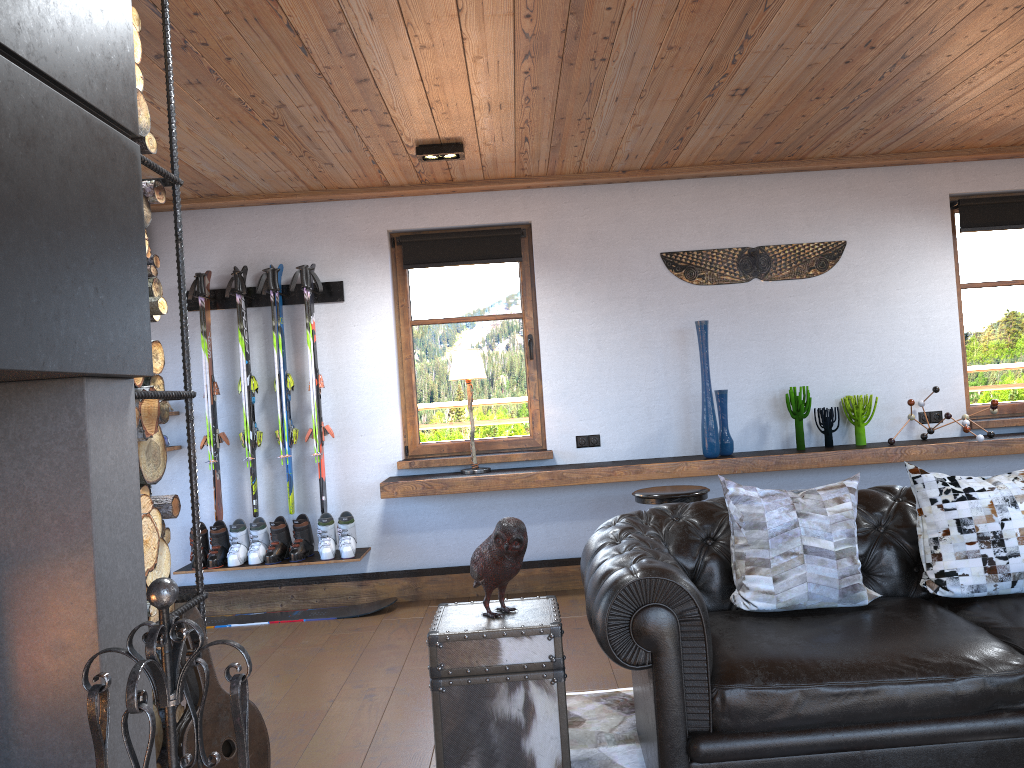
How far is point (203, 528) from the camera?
5.6 meters

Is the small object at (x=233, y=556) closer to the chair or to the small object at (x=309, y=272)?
the small object at (x=309, y=272)

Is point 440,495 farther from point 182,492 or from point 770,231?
point 770,231

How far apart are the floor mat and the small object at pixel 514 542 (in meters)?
0.68

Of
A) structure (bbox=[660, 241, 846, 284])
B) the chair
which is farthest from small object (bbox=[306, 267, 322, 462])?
the chair

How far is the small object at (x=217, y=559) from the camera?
5.5 meters

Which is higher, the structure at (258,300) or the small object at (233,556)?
the structure at (258,300)

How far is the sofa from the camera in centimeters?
247cm

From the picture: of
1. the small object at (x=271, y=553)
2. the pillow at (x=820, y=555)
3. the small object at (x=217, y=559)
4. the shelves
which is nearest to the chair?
the shelves

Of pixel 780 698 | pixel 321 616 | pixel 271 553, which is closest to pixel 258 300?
pixel 271 553
